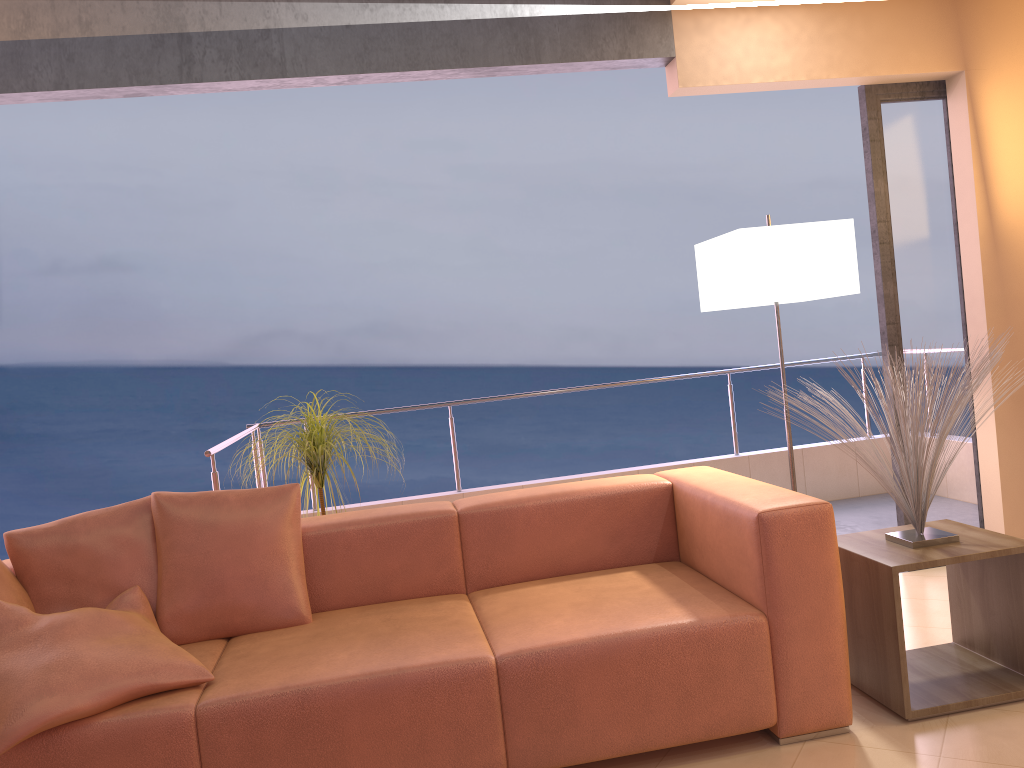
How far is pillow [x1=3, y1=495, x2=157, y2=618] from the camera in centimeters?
265cm

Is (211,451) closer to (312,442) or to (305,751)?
(312,442)

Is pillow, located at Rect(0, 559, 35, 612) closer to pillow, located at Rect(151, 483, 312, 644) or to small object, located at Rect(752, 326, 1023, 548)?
pillow, located at Rect(151, 483, 312, 644)

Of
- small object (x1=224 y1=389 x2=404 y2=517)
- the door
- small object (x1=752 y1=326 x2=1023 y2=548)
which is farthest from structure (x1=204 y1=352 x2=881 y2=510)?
the door

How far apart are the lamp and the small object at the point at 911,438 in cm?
58

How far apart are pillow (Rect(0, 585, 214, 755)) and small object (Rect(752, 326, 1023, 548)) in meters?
2.0 m

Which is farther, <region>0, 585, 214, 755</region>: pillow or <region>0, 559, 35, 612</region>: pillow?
<region>0, 559, 35, 612</region>: pillow

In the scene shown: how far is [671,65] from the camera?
3.6m

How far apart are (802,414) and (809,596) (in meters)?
Result: 0.58

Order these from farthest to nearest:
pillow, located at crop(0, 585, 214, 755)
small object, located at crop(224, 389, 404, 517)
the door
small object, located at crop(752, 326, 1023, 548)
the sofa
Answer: the door
small object, located at crop(224, 389, 404, 517)
small object, located at crop(752, 326, 1023, 548)
the sofa
pillow, located at crop(0, 585, 214, 755)
